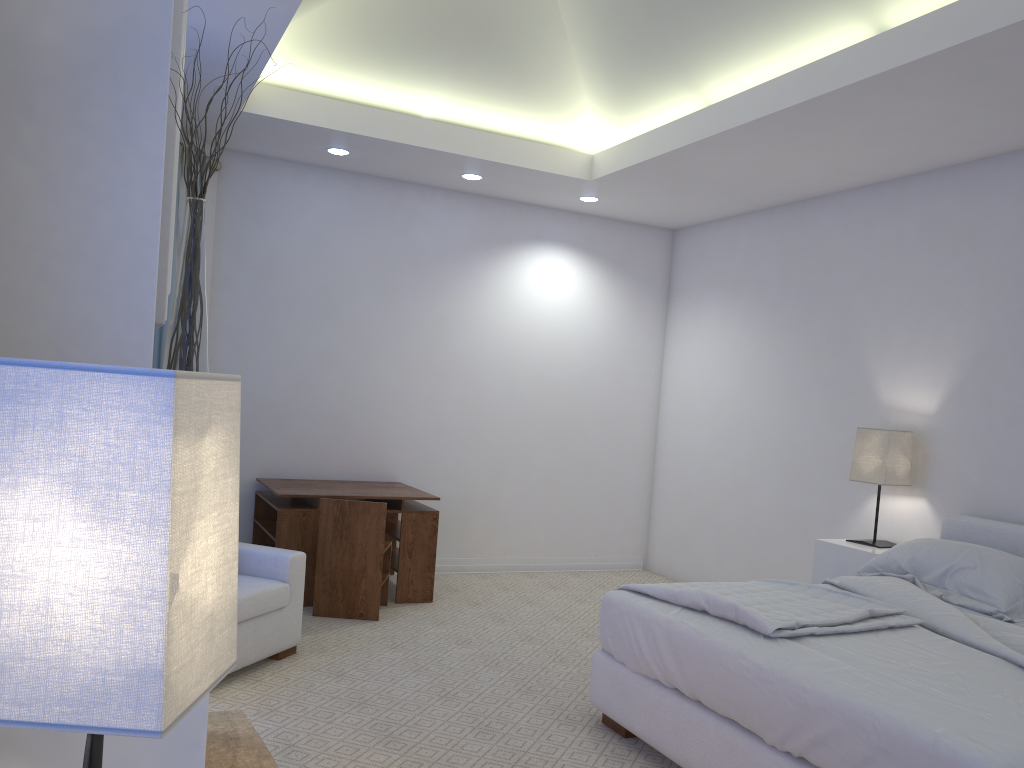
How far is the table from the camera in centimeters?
465cm

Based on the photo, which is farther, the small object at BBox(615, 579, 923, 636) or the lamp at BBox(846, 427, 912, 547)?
the lamp at BBox(846, 427, 912, 547)

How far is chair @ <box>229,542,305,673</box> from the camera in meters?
3.5 m

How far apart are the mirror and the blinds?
3.37m

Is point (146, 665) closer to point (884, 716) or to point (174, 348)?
point (174, 348)

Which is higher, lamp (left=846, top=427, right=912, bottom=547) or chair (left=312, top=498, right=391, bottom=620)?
lamp (left=846, top=427, right=912, bottom=547)

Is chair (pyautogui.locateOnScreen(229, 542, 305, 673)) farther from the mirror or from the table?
the mirror

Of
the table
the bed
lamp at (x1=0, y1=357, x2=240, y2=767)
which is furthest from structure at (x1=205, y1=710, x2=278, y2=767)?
the table

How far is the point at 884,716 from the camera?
2.12m

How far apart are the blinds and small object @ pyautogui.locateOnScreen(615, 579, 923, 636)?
2.83m
